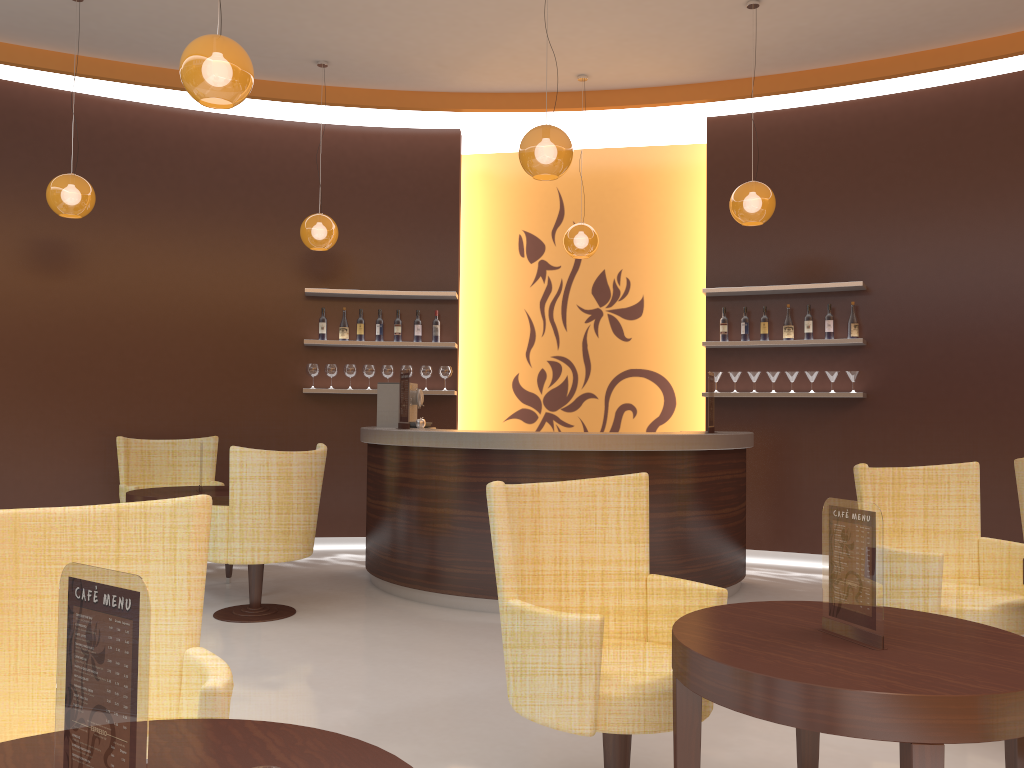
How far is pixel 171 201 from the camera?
7.56m

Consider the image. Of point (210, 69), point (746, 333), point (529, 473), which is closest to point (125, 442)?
point (529, 473)

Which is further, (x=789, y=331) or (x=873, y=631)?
(x=789, y=331)

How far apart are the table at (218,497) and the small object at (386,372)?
2.1 meters

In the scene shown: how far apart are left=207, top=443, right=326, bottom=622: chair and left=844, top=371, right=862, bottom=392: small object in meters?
4.2 m

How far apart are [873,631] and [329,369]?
6.20m

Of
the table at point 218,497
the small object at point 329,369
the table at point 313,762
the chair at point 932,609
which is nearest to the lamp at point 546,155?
the chair at point 932,609

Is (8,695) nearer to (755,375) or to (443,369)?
(443,369)

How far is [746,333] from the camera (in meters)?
7.34

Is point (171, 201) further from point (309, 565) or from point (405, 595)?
point (405, 595)
